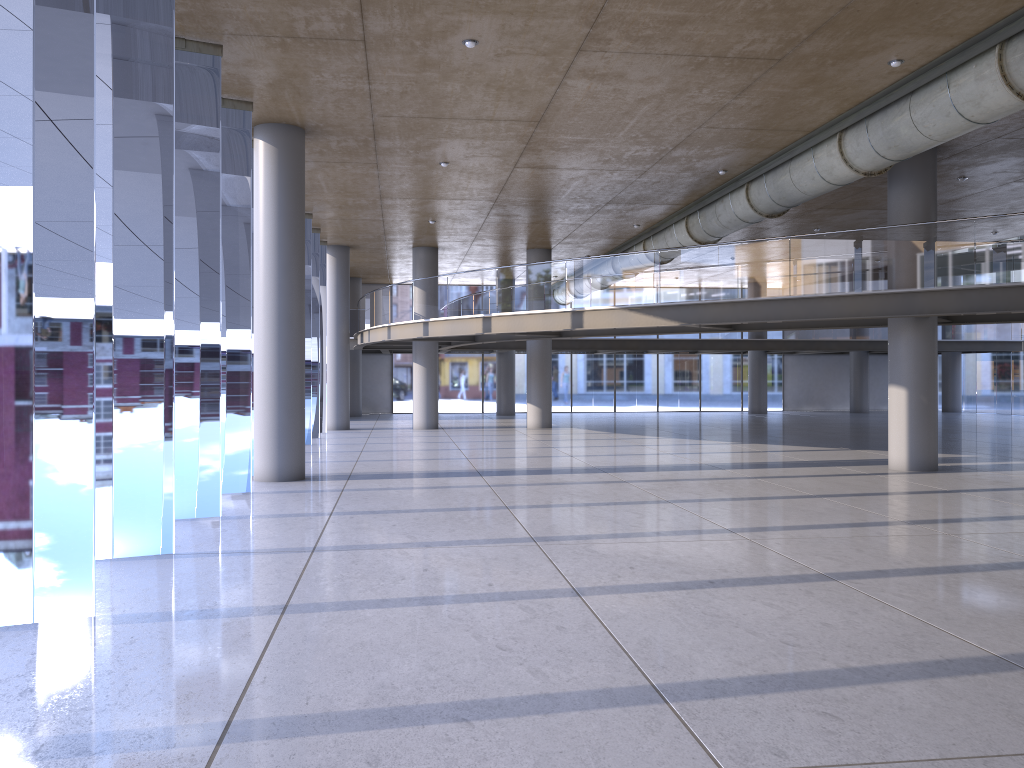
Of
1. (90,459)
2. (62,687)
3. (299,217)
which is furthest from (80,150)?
(62,687)

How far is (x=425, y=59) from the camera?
11.0m
